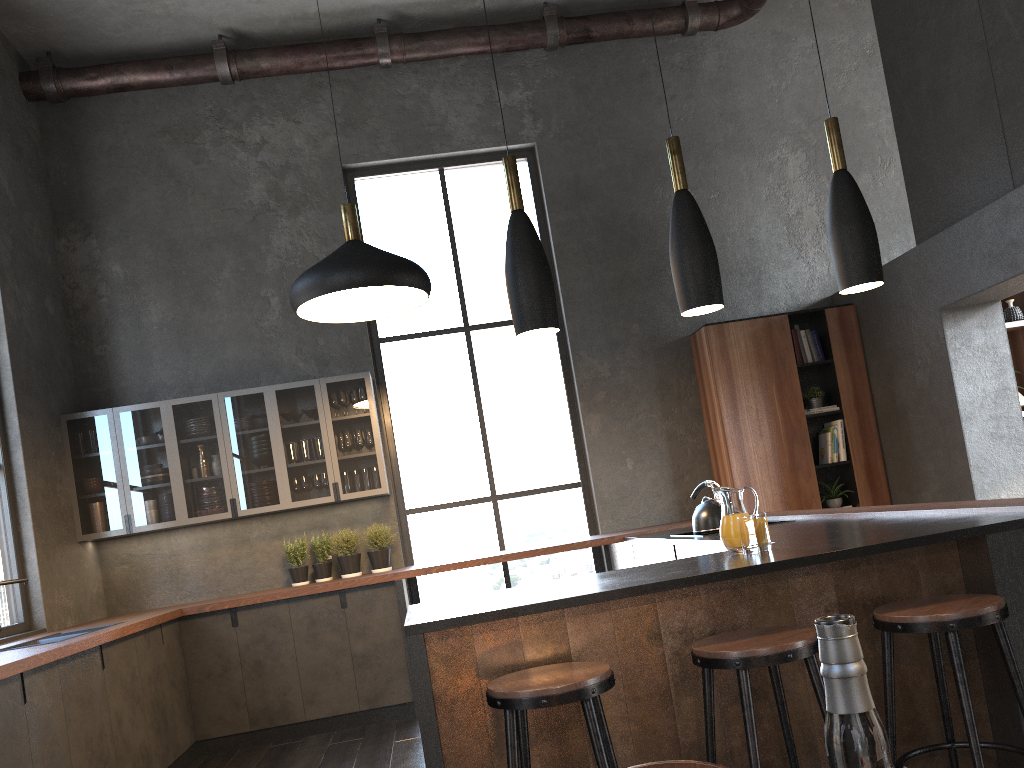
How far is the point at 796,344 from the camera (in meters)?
6.61

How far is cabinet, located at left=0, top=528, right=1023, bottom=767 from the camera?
2.63m

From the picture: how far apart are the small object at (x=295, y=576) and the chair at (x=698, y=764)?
5.5m

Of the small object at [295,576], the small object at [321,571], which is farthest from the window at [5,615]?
the small object at [321,571]

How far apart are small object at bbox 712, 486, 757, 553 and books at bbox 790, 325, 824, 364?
1.12m

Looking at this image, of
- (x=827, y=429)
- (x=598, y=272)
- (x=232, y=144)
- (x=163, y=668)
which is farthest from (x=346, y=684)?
(x=232, y=144)

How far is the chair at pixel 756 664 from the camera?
2.3 meters

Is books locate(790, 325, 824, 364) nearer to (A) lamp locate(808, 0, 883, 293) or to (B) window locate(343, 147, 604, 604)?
(B) window locate(343, 147, 604, 604)

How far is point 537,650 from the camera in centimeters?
265cm

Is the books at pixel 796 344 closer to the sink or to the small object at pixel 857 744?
the sink
